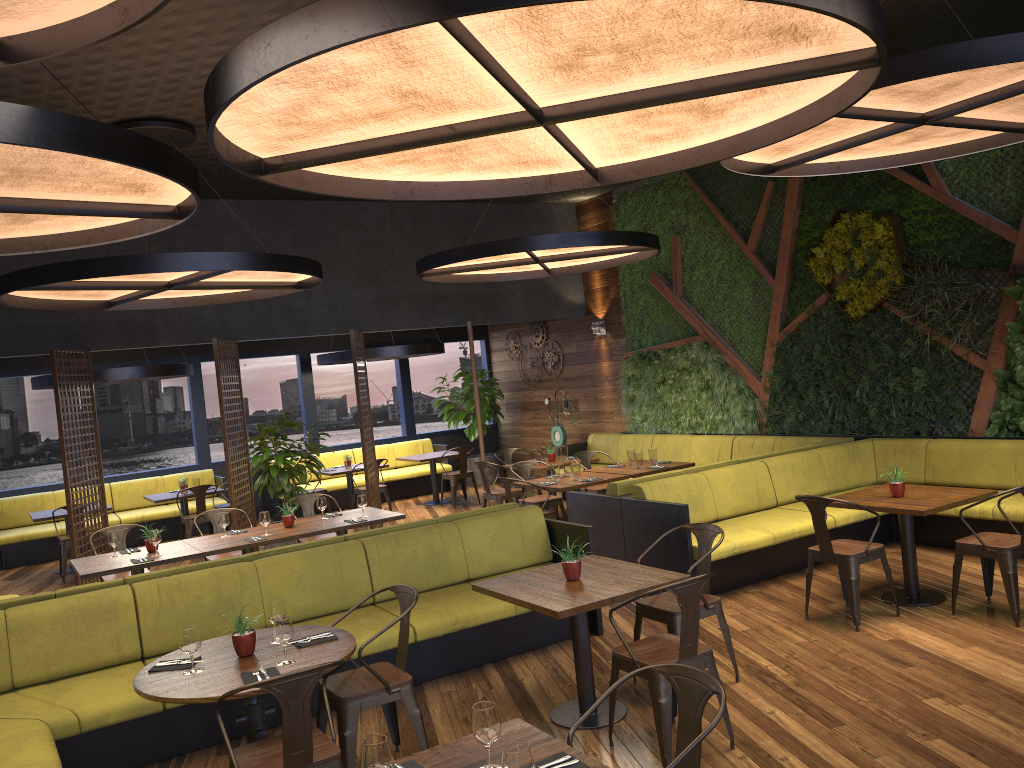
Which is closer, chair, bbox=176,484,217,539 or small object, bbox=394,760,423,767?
small object, bbox=394,760,423,767

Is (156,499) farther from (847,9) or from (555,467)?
(847,9)

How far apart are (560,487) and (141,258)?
4.4m

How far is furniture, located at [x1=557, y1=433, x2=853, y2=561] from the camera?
7.8 meters

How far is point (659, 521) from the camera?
7.21m

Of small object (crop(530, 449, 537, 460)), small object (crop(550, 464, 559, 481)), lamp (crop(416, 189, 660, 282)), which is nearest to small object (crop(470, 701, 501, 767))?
lamp (crop(416, 189, 660, 282))

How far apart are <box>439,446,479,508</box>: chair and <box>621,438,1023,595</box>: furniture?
5.93m

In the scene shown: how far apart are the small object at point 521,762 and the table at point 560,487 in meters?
6.4

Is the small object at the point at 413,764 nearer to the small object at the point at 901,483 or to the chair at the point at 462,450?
the small object at the point at 901,483

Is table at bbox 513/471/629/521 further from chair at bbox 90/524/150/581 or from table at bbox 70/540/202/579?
chair at bbox 90/524/150/581
